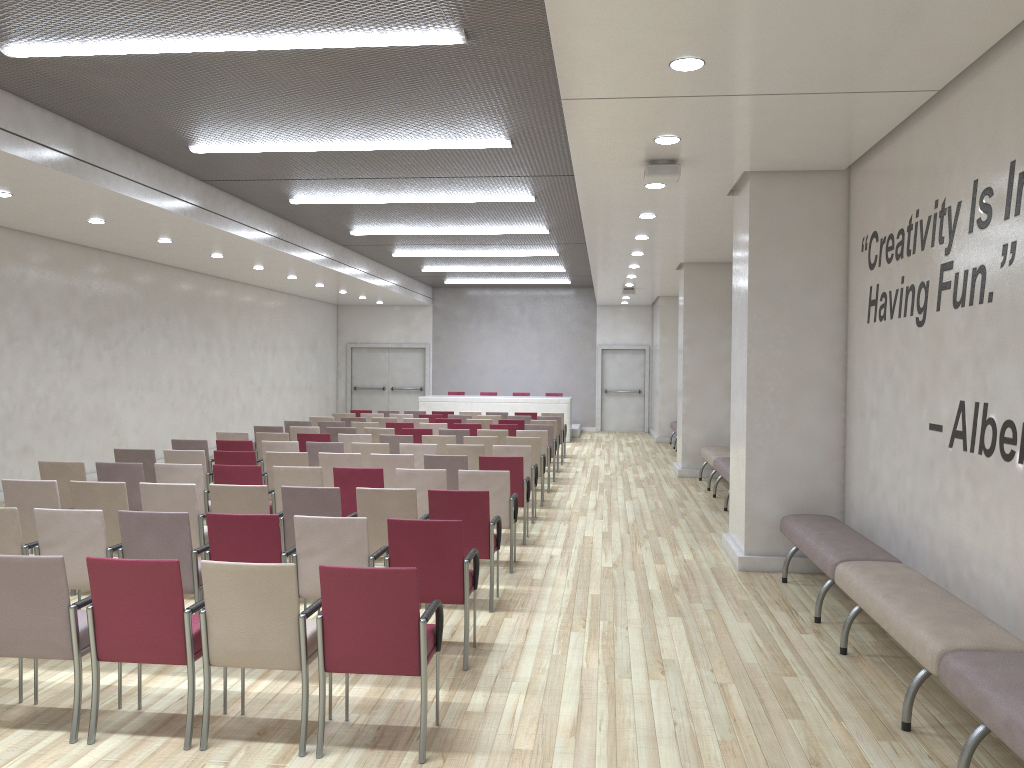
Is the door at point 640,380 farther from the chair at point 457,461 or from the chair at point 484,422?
the chair at point 457,461

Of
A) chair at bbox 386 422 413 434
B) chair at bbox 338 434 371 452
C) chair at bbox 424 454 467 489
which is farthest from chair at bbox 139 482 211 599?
chair at bbox 386 422 413 434

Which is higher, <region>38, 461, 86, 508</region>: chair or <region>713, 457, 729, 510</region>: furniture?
<region>38, 461, 86, 508</region>: chair

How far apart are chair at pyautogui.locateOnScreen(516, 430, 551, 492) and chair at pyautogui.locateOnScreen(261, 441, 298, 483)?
3.4 meters

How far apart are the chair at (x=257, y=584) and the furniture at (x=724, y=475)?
Result: 7.6 meters

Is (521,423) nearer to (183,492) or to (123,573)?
(183,492)

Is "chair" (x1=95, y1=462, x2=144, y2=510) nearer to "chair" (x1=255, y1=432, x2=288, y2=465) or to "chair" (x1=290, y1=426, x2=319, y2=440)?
"chair" (x1=255, y1=432, x2=288, y2=465)

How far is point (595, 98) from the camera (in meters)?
5.70

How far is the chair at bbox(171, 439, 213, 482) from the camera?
10.4 meters

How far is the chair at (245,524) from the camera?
5.26m
